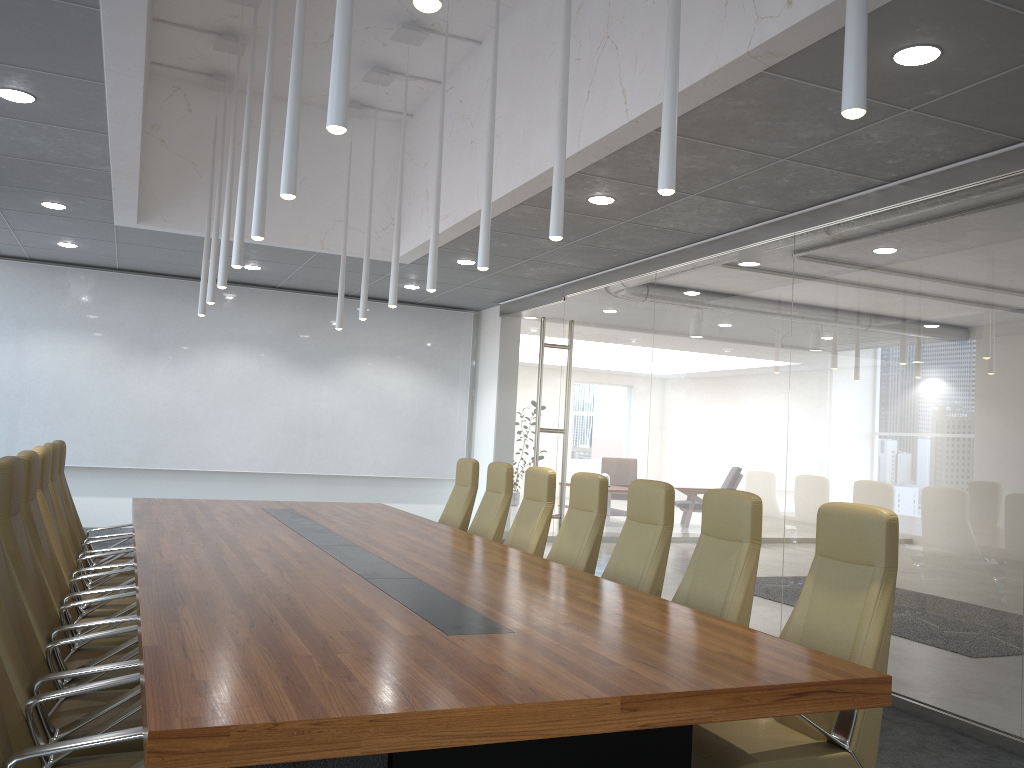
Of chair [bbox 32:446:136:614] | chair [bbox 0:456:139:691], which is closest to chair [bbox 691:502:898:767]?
chair [bbox 0:456:139:691]

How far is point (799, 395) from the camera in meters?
6.8

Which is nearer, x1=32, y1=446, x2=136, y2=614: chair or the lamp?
the lamp

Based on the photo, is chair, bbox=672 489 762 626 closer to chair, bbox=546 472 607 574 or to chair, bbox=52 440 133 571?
chair, bbox=546 472 607 574

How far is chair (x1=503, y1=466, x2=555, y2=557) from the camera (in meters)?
6.64

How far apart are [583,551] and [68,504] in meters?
4.0 m

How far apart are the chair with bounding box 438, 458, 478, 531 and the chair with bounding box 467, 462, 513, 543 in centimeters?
34cm

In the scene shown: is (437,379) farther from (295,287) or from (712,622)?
(712,622)

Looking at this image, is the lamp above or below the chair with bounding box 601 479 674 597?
above

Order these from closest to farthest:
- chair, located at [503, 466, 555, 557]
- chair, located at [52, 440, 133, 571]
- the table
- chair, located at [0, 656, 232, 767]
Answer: the table
chair, located at [0, 656, 232, 767]
chair, located at [503, 466, 555, 557]
chair, located at [52, 440, 133, 571]
